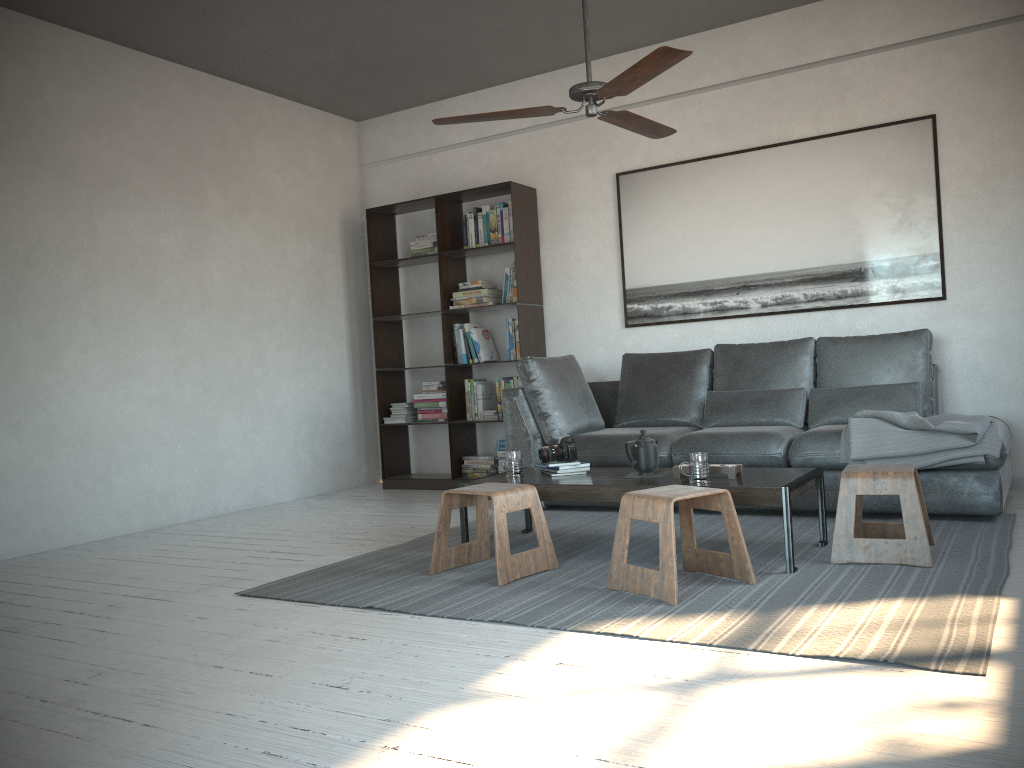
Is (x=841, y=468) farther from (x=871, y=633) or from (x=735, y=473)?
(x=871, y=633)

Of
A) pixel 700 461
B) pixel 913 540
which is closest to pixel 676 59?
pixel 700 461

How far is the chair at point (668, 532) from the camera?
2.94m

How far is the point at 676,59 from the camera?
3.2 meters

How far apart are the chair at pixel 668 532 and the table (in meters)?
0.15

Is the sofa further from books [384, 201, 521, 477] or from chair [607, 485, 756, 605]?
chair [607, 485, 756, 605]

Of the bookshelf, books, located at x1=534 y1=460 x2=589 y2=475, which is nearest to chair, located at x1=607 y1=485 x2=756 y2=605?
books, located at x1=534 y1=460 x2=589 y2=475

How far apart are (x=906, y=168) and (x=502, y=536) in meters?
3.4 m

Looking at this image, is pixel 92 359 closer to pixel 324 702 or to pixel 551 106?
pixel 551 106

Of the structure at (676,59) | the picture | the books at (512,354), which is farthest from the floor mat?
the structure at (676,59)
